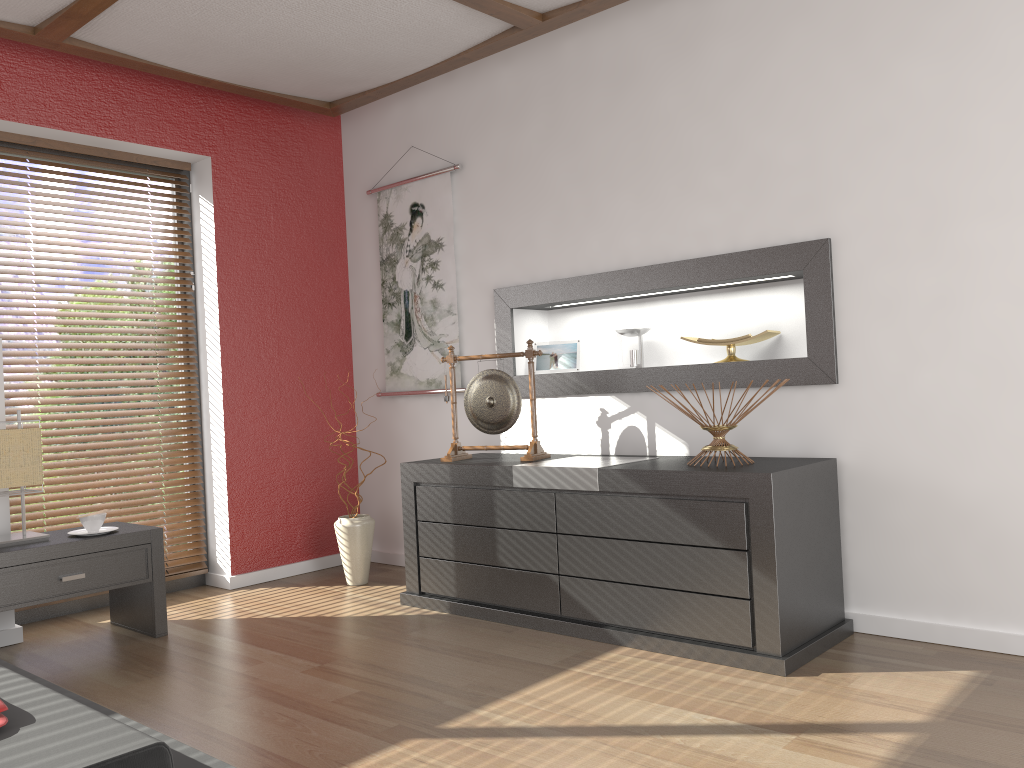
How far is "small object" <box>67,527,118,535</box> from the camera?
3.43m

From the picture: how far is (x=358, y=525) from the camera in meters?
4.2

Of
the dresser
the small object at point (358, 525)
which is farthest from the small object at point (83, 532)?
the dresser

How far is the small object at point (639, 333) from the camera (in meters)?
3.77

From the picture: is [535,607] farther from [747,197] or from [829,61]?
[829,61]

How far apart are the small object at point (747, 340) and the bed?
2.4m

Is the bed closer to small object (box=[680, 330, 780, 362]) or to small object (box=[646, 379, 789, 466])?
small object (box=[646, 379, 789, 466])

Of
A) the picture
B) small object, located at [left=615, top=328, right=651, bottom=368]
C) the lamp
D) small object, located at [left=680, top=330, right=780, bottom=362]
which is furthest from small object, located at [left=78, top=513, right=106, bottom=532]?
small object, located at [left=680, top=330, right=780, bottom=362]

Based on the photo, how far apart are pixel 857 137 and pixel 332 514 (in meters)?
3.16

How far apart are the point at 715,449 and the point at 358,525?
1.9 meters
